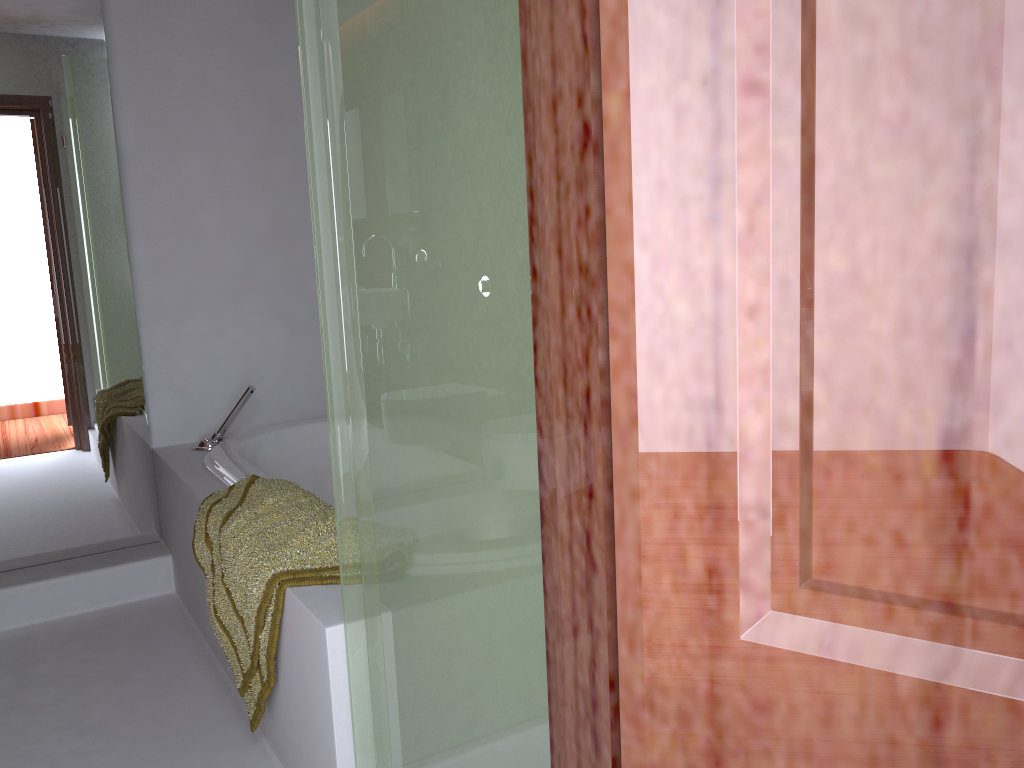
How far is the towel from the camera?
1.7m

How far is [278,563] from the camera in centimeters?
173cm

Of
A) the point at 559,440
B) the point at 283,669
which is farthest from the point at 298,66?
the point at 559,440

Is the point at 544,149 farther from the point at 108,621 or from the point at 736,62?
the point at 108,621

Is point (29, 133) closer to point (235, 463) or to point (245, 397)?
point (245, 397)

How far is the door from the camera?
0.4 meters

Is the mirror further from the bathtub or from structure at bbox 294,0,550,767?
structure at bbox 294,0,550,767

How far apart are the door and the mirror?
2.7 meters

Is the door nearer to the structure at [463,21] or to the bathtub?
the structure at [463,21]

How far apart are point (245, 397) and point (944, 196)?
2.68m
